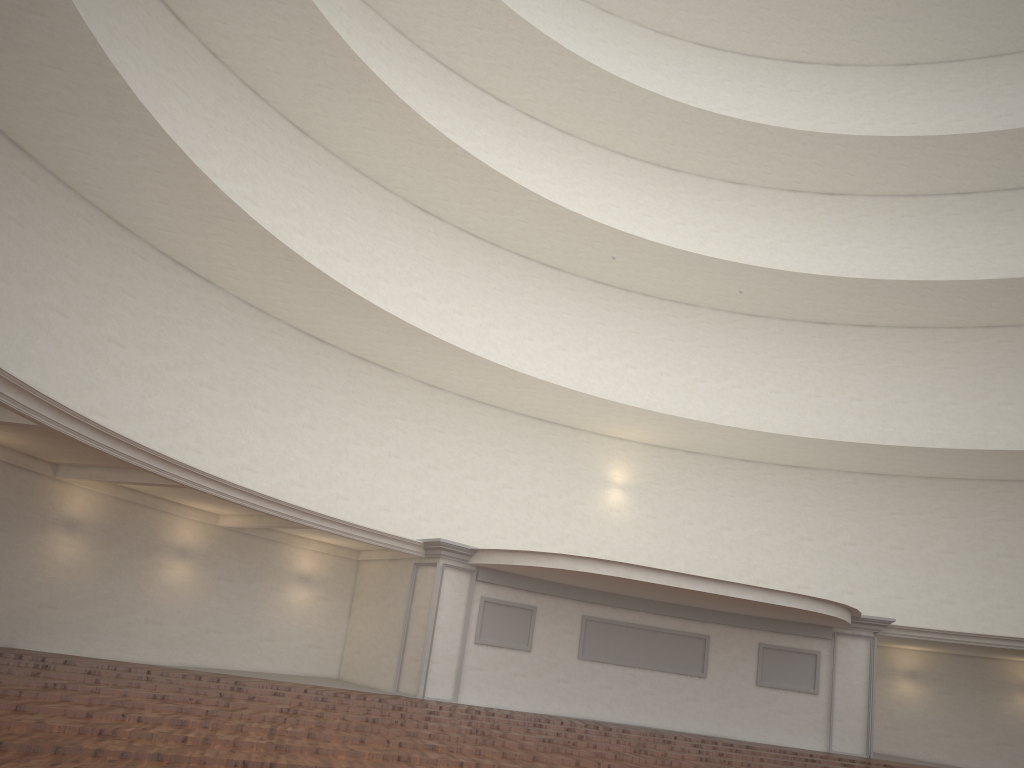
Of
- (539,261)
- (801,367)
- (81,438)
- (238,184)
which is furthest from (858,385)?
(81,438)
